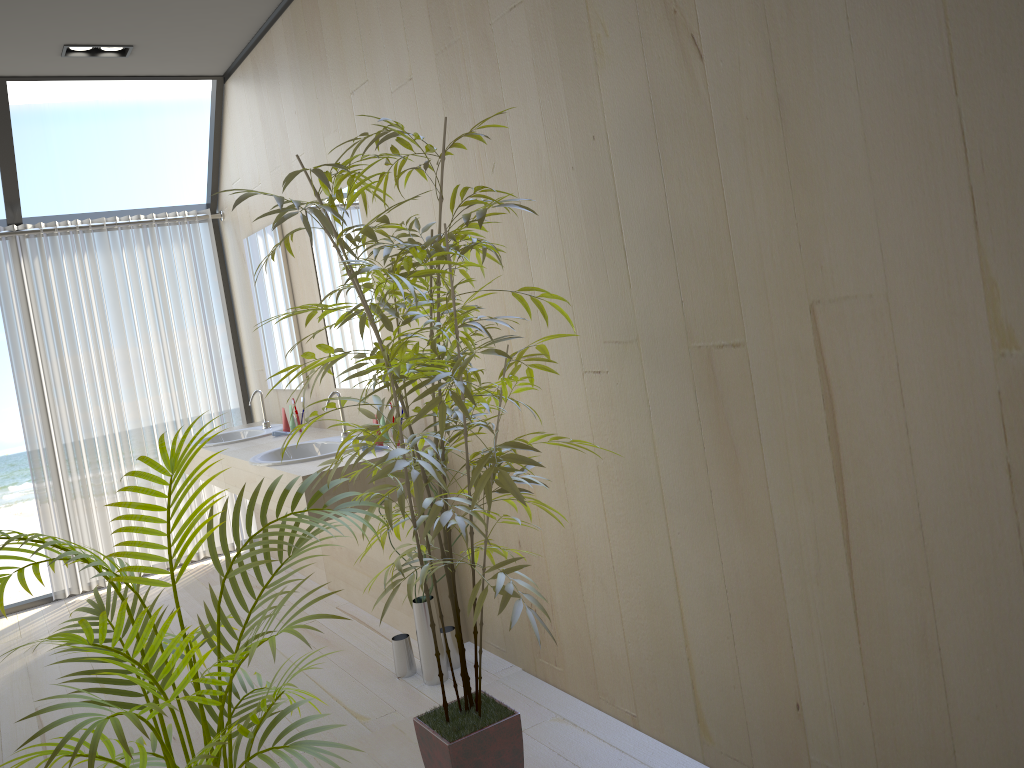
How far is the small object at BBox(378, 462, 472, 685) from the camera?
3.1m

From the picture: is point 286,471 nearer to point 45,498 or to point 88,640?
point 88,640

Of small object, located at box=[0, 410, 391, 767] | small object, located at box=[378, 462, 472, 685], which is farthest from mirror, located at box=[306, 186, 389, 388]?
small object, located at box=[0, 410, 391, 767]

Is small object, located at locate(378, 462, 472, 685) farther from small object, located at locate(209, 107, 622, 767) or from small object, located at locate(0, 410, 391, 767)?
small object, located at locate(0, 410, 391, 767)

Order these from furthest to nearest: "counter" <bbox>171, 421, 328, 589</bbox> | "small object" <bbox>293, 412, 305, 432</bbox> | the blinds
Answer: the blinds
"small object" <bbox>293, 412, 305, 432</bbox>
"counter" <bbox>171, 421, 328, 589</bbox>

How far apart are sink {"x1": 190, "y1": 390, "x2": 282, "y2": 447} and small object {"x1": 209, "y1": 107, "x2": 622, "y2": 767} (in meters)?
2.29

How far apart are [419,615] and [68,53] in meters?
3.1

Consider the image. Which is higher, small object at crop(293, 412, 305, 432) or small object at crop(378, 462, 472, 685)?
small object at crop(293, 412, 305, 432)

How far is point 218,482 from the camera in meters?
4.3

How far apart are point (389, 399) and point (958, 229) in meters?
1.2 m
